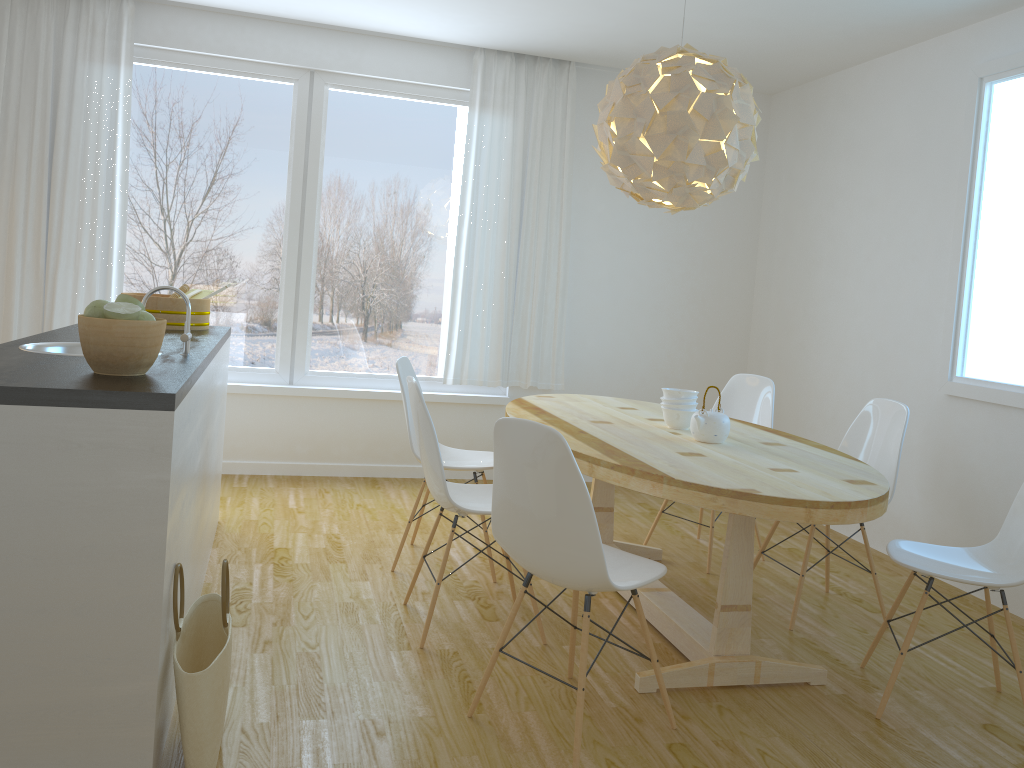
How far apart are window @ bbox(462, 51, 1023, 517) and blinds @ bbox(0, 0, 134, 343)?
4.4m

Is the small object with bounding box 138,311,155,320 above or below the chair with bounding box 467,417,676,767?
above

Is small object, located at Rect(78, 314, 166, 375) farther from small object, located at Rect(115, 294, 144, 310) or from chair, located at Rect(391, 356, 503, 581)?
chair, located at Rect(391, 356, 503, 581)

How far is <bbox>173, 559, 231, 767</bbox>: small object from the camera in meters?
2.0

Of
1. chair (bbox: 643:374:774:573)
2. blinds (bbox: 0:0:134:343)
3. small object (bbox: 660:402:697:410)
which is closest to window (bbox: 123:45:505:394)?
blinds (bbox: 0:0:134:343)

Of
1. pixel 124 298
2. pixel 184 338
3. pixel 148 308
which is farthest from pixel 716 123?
pixel 148 308

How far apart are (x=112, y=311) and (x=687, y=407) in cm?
221

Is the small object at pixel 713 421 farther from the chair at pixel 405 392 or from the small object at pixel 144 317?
the small object at pixel 144 317

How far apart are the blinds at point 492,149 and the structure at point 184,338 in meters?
2.8

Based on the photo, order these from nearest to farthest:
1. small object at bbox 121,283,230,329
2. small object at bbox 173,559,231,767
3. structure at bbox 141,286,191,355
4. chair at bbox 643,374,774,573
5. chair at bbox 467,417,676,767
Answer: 1. small object at bbox 173,559,231,767
2. chair at bbox 467,417,676,767
3. structure at bbox 141,286,191,355
4. small object at bbox 121,283,230,329
5. chair at bbox 643,374,774,573
